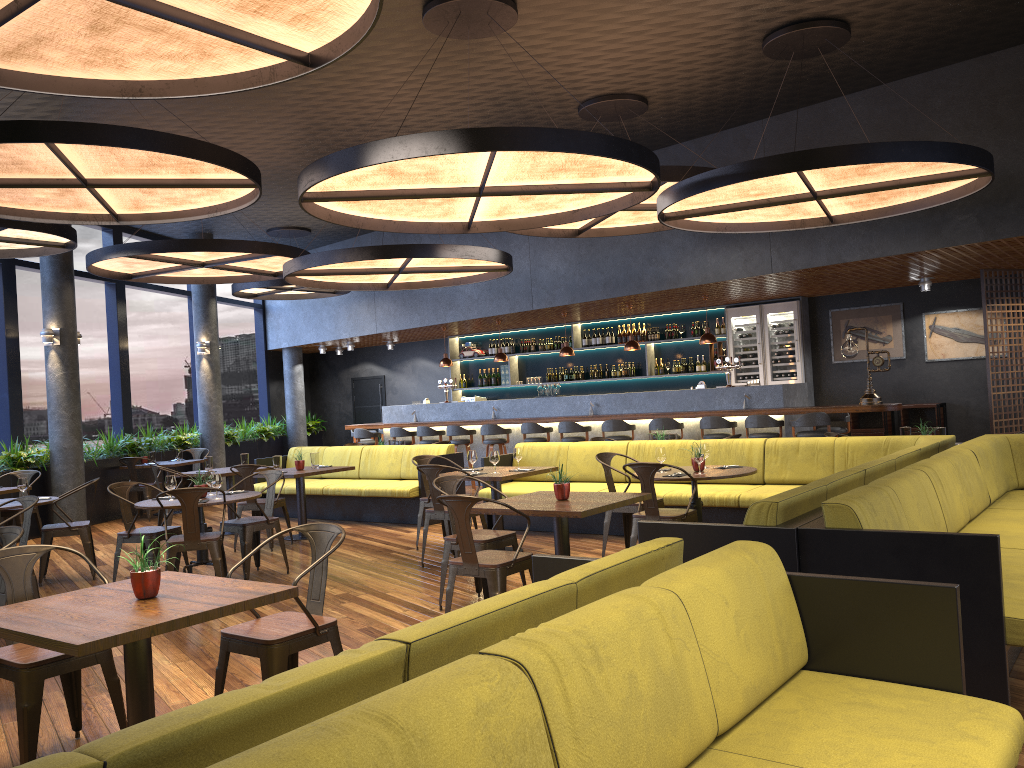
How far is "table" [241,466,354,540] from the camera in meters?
9.5 m

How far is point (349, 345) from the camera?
17.5 meters

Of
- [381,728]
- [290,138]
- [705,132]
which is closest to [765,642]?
[381,728]

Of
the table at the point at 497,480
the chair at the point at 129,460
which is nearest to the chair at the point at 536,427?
the table at the point at 497,480

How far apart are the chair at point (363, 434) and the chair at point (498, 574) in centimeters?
988cm

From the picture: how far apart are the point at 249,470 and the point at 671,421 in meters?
5.6 m

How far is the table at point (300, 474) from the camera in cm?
950

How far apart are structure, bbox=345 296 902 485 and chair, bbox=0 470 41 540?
5.91m

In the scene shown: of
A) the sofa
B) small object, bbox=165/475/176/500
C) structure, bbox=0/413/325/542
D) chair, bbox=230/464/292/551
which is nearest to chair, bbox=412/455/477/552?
the sofa

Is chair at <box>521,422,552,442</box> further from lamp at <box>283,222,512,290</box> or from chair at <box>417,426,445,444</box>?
lamp at <box>283,222,512,290</box>
